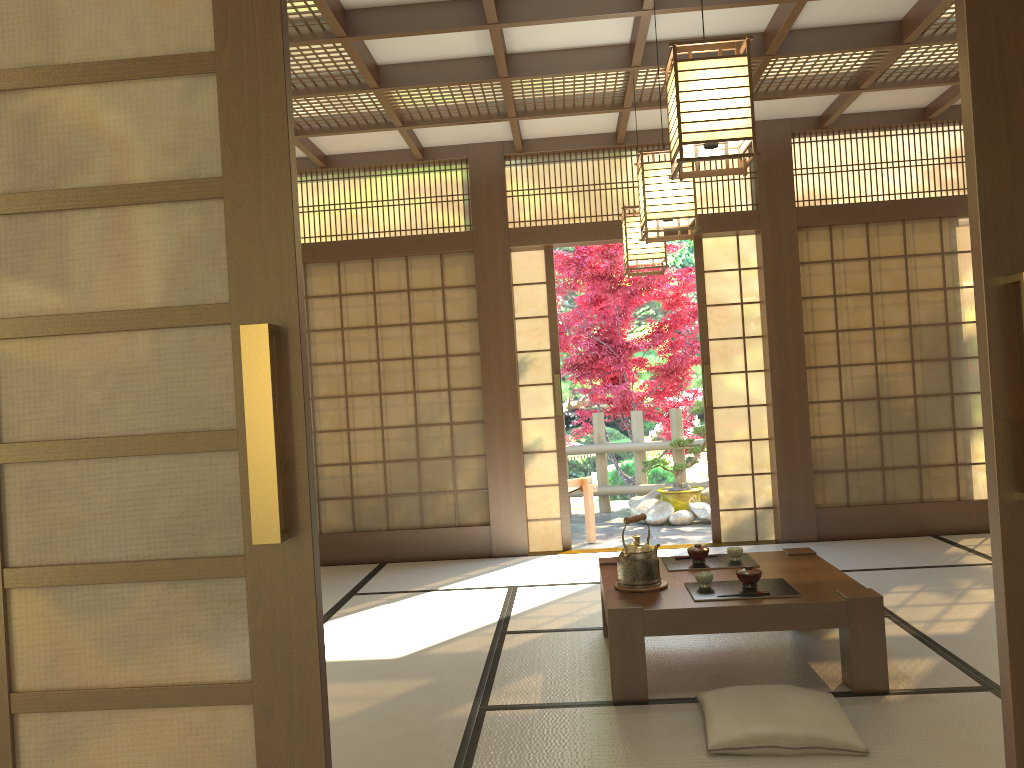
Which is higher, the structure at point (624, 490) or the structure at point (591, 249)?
the structure at point (591, 249)

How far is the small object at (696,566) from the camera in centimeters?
395cm

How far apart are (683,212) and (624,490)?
5.6 meters

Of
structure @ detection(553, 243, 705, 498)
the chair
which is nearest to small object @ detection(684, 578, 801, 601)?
the chair

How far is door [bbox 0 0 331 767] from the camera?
1.3 meters

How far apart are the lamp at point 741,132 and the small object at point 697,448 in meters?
5.6

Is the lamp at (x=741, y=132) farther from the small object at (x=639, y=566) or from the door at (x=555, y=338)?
the door at (x=555, y=338)

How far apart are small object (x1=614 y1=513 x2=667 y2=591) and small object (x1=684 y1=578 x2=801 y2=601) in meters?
0.1

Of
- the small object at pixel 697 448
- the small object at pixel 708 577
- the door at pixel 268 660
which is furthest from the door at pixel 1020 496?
the small object at pixel 697 448

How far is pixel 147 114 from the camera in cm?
128
